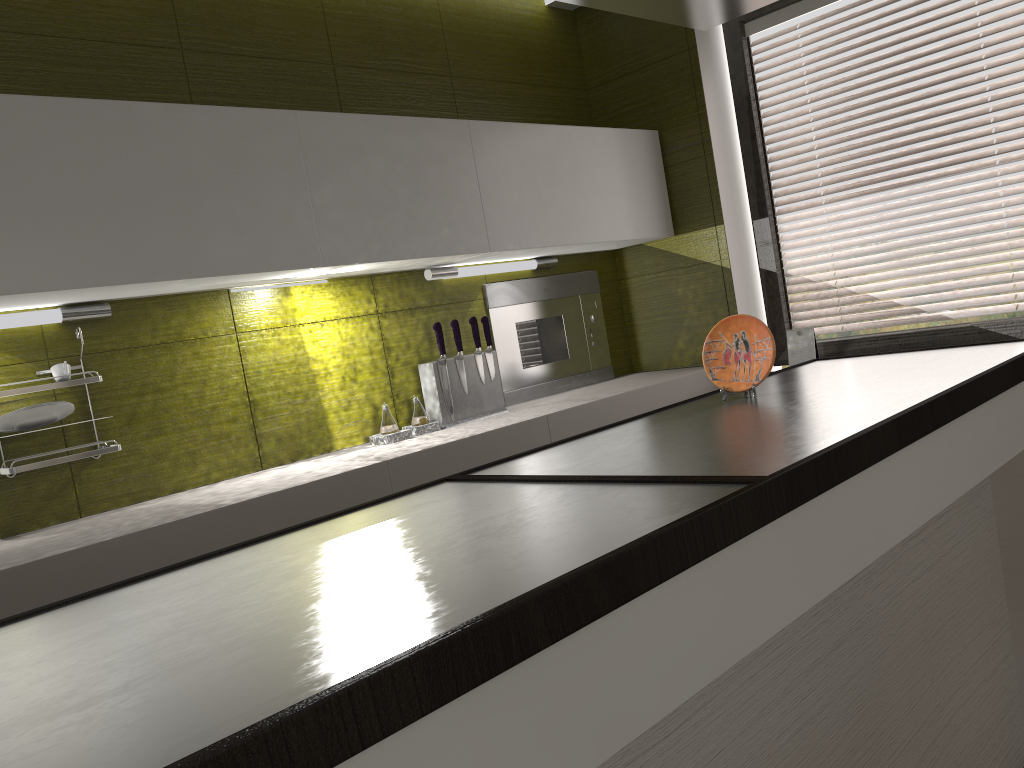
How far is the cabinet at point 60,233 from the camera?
2.0 meters

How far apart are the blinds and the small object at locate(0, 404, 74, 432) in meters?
2.6 m

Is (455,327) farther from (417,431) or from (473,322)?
(417,431)

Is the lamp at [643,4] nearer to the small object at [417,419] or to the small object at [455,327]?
the small object at [455,327]

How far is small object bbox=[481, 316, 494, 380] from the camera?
3.10m

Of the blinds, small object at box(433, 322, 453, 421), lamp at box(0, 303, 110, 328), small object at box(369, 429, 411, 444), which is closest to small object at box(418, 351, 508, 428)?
small object at box(433, 322, 453, 421)

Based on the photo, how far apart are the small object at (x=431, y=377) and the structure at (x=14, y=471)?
1.03m

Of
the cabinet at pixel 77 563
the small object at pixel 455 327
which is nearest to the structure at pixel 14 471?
the cabinet at pixel 77 563

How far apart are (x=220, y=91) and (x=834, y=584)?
2.2 meters

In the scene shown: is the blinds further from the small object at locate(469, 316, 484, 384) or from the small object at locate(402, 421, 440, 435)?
the small object at locate(402, 421, 440, 435)
